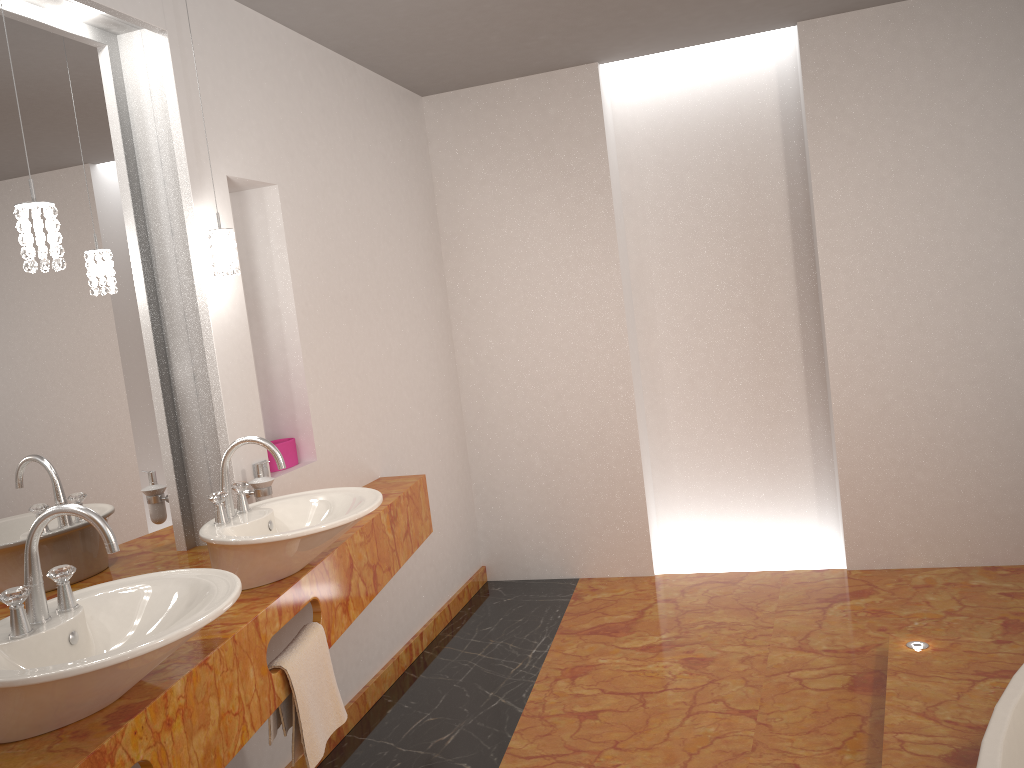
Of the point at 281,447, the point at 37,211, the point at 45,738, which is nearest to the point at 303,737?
the point at 45,738

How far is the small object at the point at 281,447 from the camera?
2.99m

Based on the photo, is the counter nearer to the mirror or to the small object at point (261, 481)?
the mirror

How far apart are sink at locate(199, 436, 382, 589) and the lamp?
0.5 meters

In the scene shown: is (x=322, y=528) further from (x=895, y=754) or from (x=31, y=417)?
(x=895, y=754)

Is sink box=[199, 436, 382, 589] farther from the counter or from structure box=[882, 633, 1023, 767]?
structure box=[882, 633, 1023, 767]

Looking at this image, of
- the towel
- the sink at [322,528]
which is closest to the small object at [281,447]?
the sink at [322,528]

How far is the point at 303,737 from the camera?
2.1m

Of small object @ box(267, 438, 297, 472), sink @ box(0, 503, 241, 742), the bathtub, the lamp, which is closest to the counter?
sink @ box(0, 503, 241, 742)

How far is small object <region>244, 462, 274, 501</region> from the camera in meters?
2.6 m
